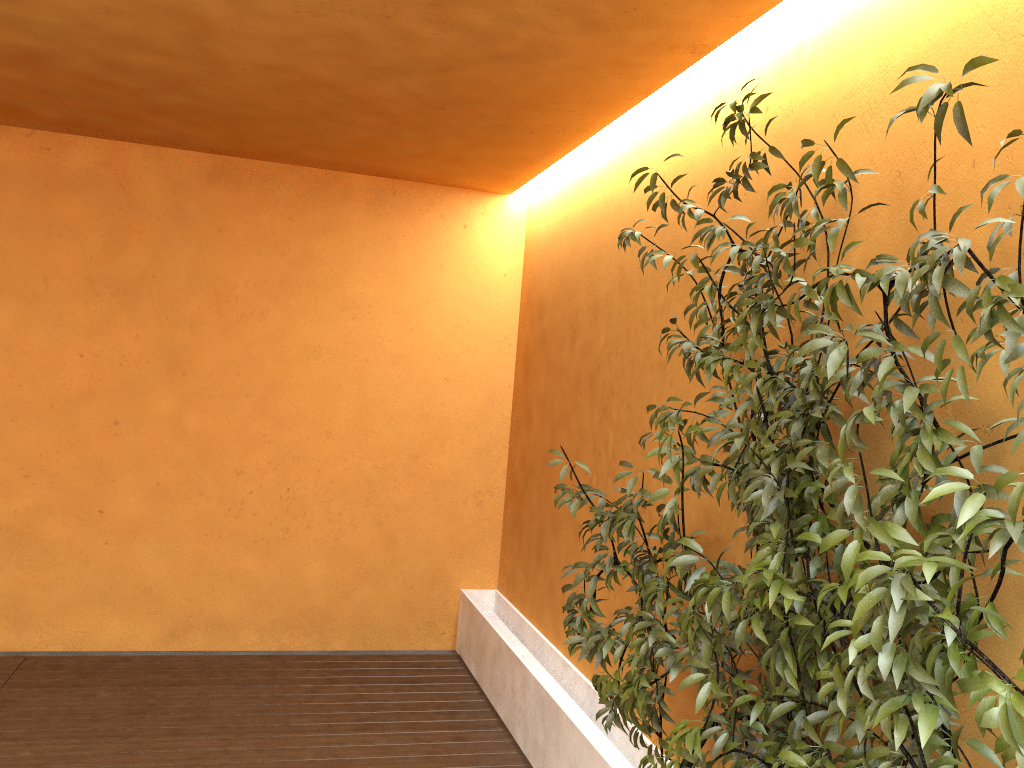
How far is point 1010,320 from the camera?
1.53m

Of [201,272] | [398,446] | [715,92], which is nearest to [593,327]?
[715,92]

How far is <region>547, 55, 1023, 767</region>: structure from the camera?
1.5m

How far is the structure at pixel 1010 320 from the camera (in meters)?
1.53
